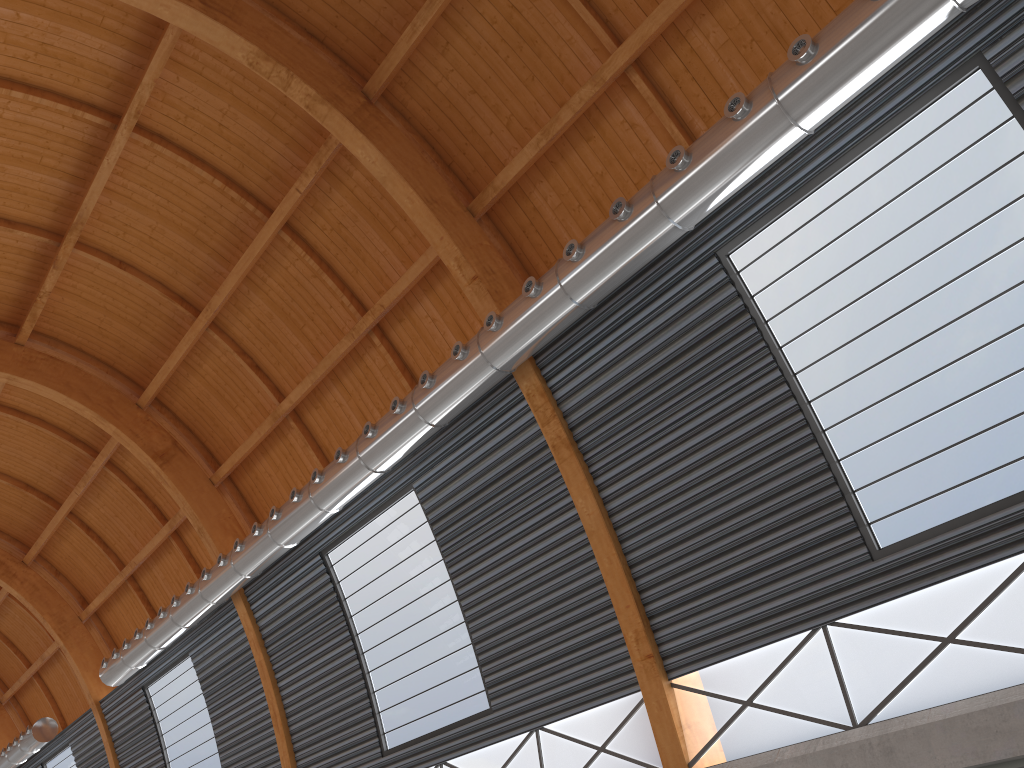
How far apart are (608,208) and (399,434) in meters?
7.6 m
